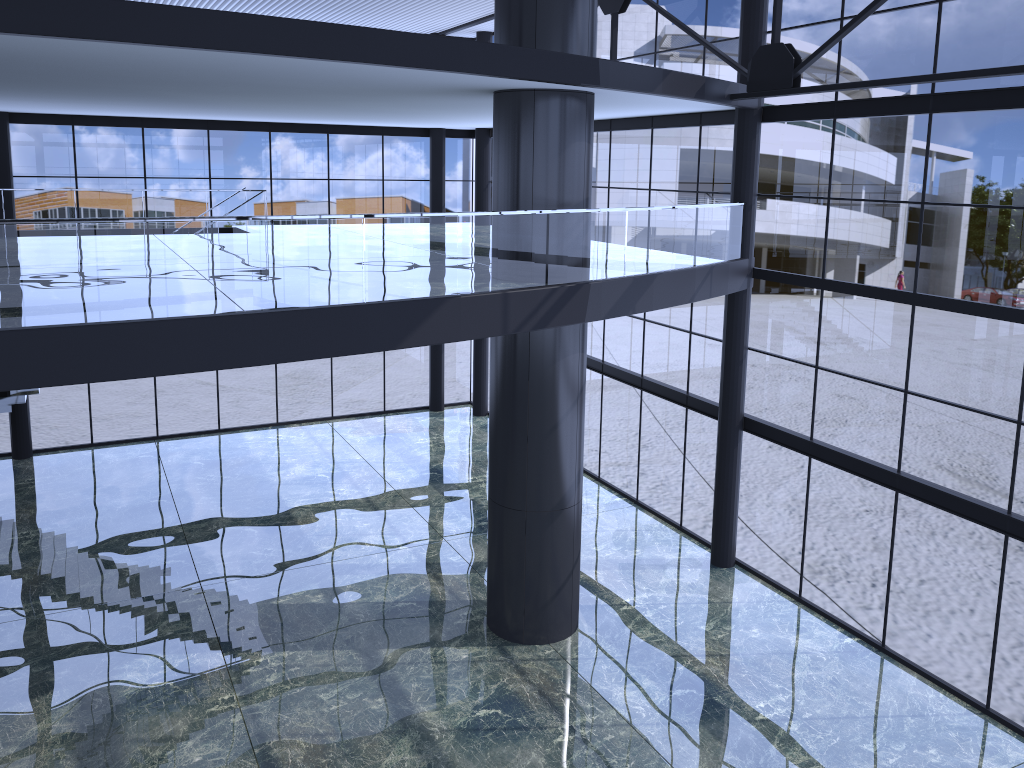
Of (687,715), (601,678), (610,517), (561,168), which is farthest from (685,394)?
(687,715)

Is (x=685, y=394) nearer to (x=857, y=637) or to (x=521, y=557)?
(x=857, y=637)
